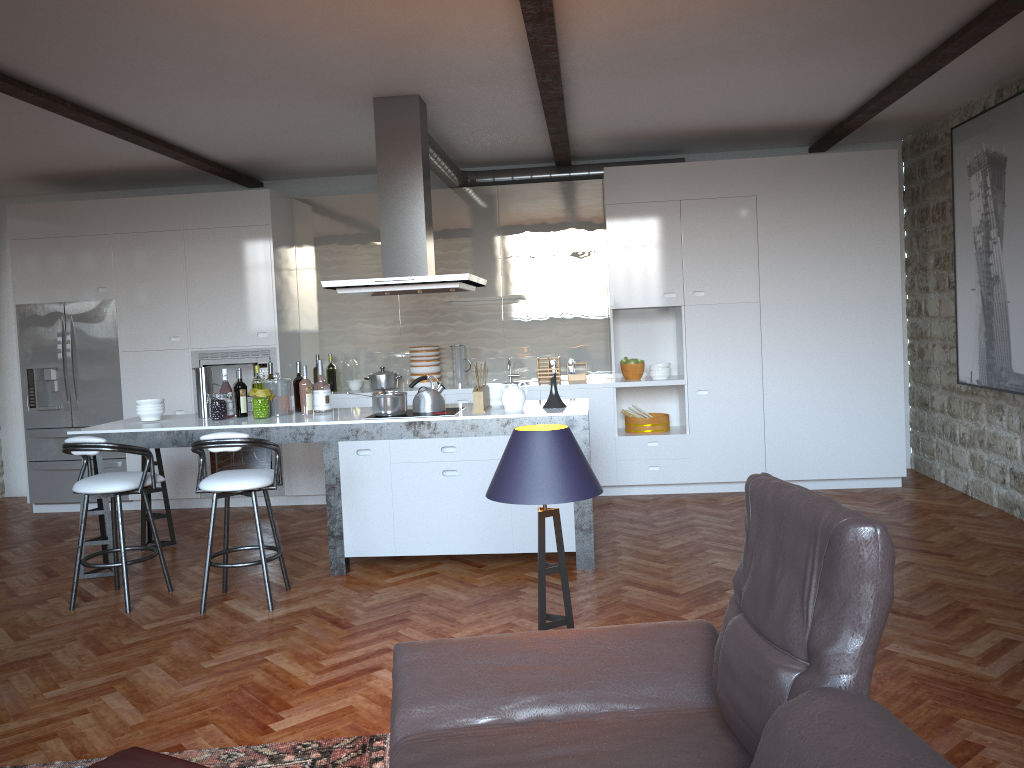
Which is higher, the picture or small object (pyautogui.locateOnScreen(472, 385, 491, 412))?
the picture

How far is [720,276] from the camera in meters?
7.1

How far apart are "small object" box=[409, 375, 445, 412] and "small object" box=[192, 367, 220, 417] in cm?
146

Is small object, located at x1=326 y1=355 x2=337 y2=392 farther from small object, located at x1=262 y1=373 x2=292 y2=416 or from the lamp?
the lamp

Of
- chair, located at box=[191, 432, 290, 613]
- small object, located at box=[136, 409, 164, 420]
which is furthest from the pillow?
small object, located at box=[136, 409, 164, 420]

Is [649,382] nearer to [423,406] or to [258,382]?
[423,406]

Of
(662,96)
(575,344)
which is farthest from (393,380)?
(662,96)

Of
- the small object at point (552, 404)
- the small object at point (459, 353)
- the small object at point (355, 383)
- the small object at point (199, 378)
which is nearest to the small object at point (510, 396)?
the small object at point (552, 404)

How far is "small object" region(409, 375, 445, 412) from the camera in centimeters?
561cm

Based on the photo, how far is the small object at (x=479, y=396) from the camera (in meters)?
5.43
